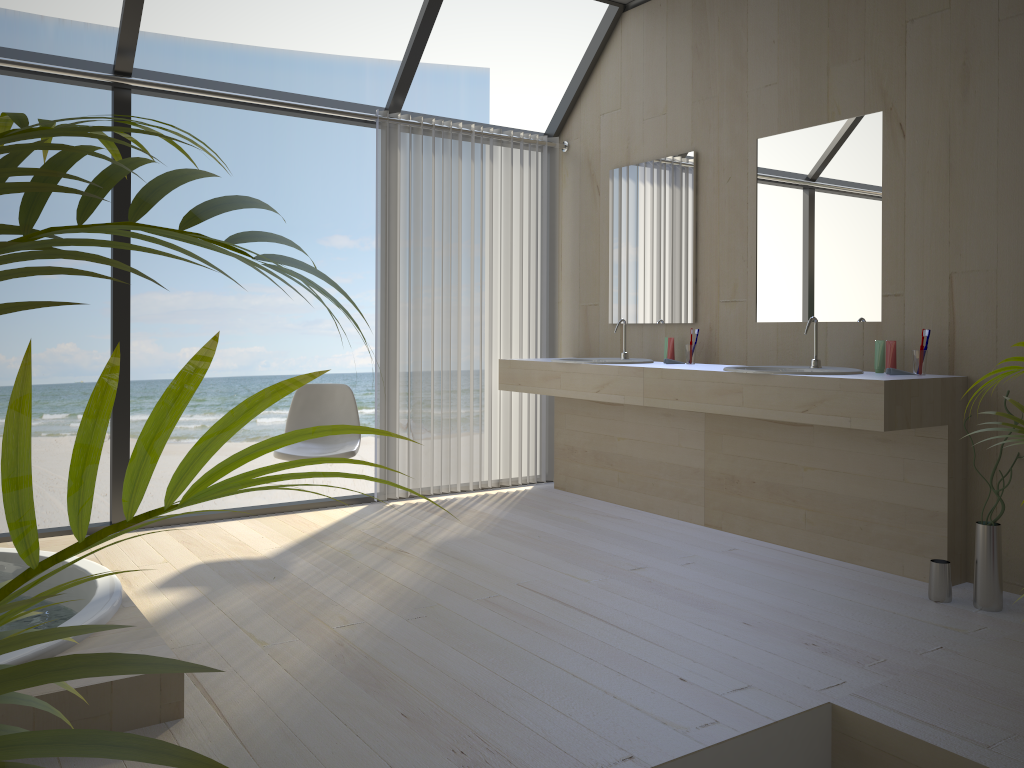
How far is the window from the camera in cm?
391

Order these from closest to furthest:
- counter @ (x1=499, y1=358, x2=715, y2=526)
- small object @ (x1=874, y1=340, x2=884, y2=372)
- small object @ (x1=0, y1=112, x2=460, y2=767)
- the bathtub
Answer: small object @ (x1=0, y1=112, x2=460, y2=767) → the bathtub → small object @ (x1=874, y1=340, x2=884, y2=372) → counter @ (x1=499, y1=358, x2=715, y2=526)

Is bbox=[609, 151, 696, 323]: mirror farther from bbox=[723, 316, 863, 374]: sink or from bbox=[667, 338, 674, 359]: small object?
bbox=[723, 316, 863, 374]: sink

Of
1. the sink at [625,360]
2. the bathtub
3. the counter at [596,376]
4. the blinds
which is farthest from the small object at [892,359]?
the bathtub

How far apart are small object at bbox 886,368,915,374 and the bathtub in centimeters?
265cm

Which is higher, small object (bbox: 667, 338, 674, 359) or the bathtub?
small object (bbox: 667, 338, 674, 359)

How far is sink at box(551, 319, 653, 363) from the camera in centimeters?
465cm

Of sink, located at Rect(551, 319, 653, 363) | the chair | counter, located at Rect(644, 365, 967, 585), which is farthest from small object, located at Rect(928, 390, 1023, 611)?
the chair

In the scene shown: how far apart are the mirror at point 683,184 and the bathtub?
2.88m

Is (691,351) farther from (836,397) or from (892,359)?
(836,397)
